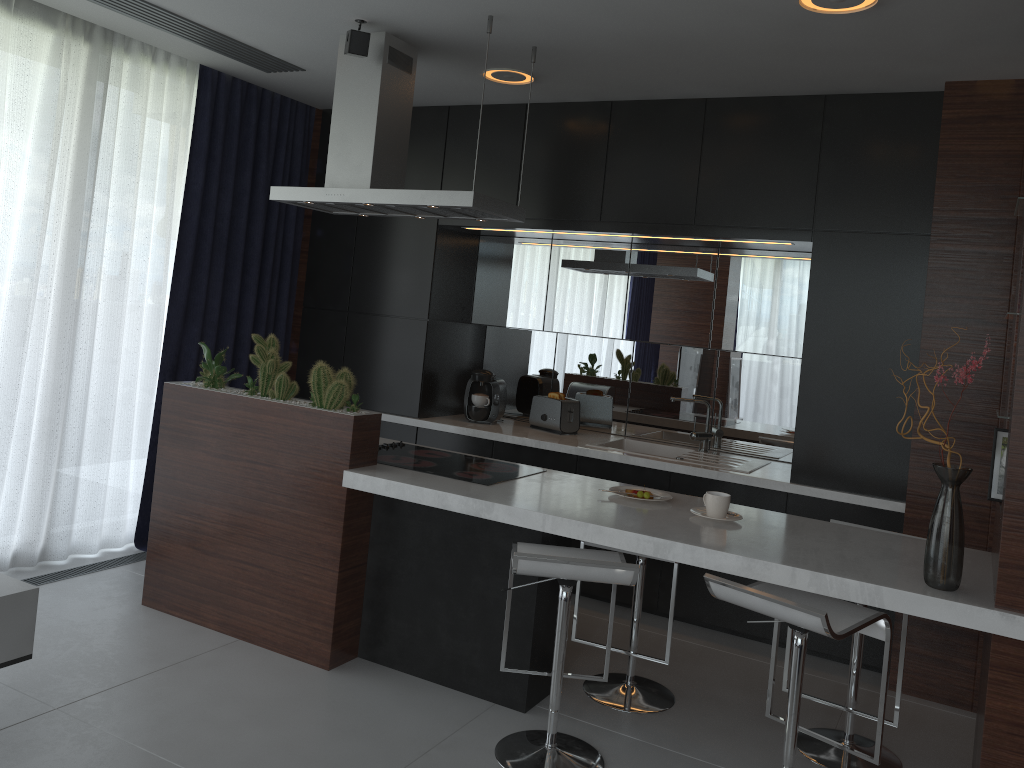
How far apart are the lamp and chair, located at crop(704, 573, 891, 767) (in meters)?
1.88

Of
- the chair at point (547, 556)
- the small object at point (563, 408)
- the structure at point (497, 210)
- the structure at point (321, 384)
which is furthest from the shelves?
the small object at point (563, 408)

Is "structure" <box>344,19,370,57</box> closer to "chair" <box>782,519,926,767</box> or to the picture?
the picture

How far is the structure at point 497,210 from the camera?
3.5m

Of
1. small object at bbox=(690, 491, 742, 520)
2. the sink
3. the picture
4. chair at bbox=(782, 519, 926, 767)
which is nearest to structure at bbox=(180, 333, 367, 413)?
small object at bbox=(690, 491, 742, 520)

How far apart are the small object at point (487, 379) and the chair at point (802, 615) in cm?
245

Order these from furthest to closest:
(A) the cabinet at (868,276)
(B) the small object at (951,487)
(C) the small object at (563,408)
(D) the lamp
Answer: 1. (C) the small object at (563,408)
2. (A) the cabinet at (868,276)
3. (D) the lamp
4. (B) the small object at (951,487)

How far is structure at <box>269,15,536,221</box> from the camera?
3.5m

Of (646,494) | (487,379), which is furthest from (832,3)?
(487,379)

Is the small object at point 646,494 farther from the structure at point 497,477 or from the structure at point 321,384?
the structure at point 321,384
